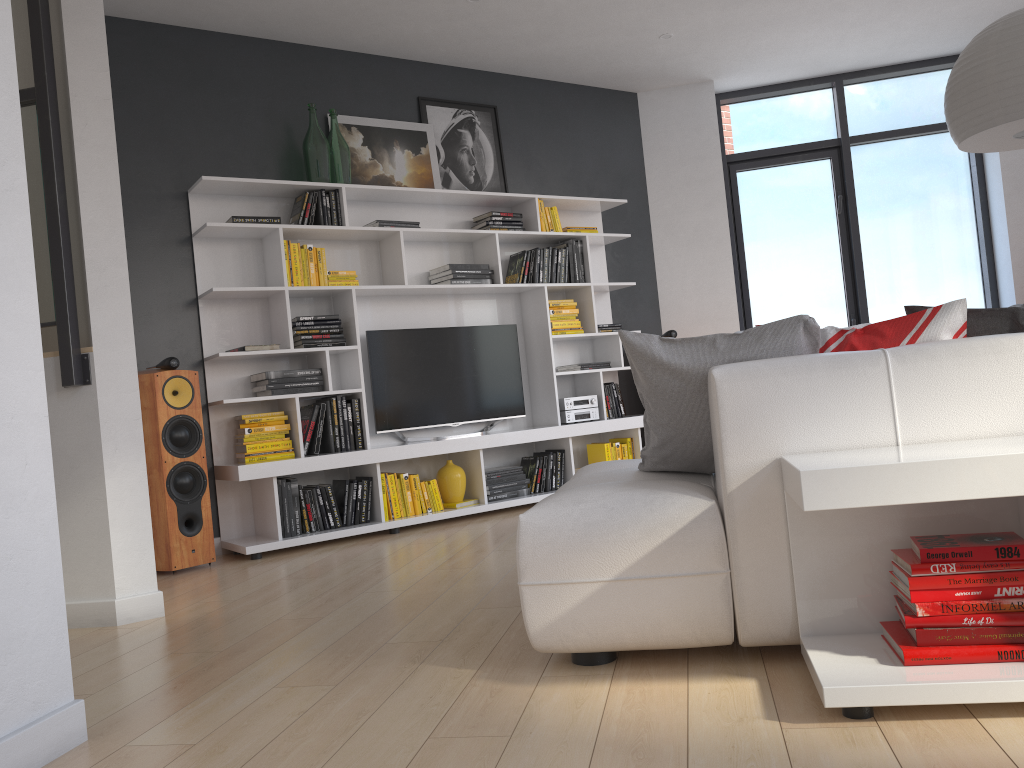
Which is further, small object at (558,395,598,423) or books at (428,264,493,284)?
small object at (558,395,598,423)

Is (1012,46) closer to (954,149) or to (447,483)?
(447,483)

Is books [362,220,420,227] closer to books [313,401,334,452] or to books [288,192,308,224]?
books [288,192,308,224]

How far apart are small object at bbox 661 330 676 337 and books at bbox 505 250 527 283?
1.25m

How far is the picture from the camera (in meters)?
5.58

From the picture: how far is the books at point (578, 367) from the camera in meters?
6.1

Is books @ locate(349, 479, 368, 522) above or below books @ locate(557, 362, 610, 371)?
below

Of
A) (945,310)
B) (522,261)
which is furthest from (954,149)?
(945,310)

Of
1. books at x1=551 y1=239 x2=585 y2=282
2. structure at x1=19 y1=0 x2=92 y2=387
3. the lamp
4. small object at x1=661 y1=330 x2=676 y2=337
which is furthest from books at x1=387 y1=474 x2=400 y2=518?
the lamp

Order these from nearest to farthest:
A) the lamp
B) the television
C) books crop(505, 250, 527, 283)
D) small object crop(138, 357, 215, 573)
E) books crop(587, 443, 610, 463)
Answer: the lamp, small object crop(138, 357, 215, 573), the television, books crop(505, 250, 527, 283), books crop(587, 443, 610, 463)
